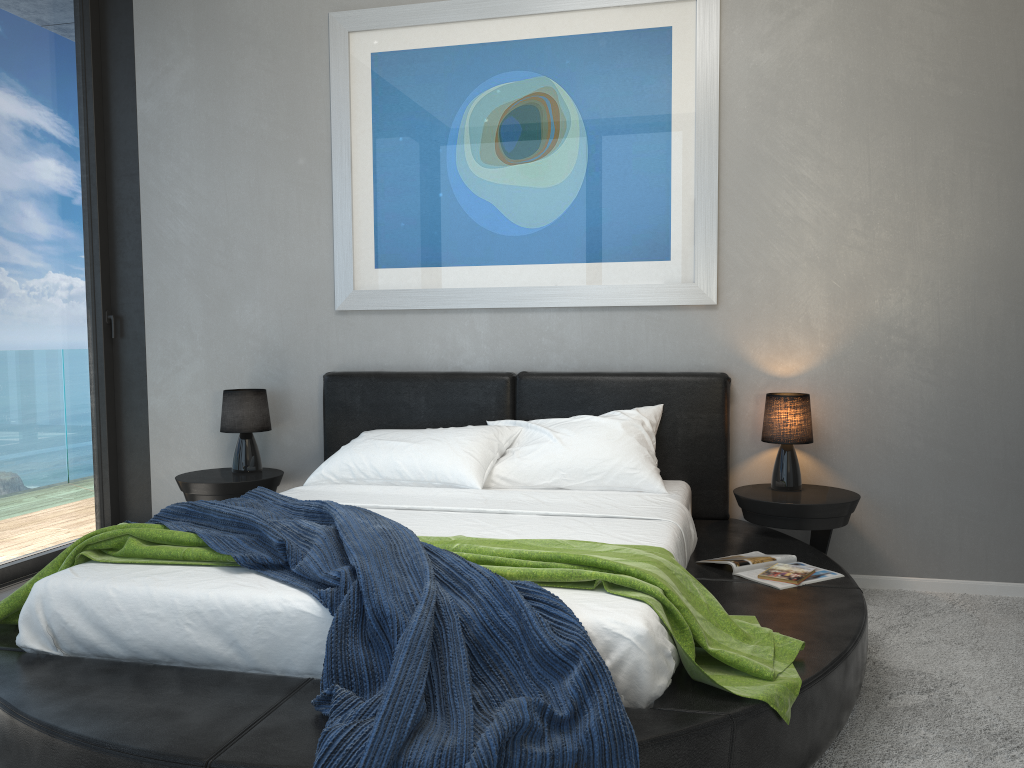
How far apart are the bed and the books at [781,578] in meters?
0.0 m

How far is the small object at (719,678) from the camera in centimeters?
205cm

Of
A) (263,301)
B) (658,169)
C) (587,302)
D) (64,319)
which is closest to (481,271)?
(587,302)

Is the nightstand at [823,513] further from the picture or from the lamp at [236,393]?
the lamp at [236,393]

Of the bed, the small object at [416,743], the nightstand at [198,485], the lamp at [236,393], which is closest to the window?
the nightstand at [198,485]

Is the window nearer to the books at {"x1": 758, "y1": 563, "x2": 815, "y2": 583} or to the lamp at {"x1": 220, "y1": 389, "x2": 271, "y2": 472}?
the lamp at {"x1": 220, "y1": 389, "x2": 271, "y2": 472}

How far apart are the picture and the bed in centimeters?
33cm

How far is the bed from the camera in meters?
1.9

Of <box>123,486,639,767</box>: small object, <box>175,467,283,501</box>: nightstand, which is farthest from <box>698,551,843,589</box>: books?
<box>175,467,283,501</box>: nightstand

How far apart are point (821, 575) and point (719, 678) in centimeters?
104cm
